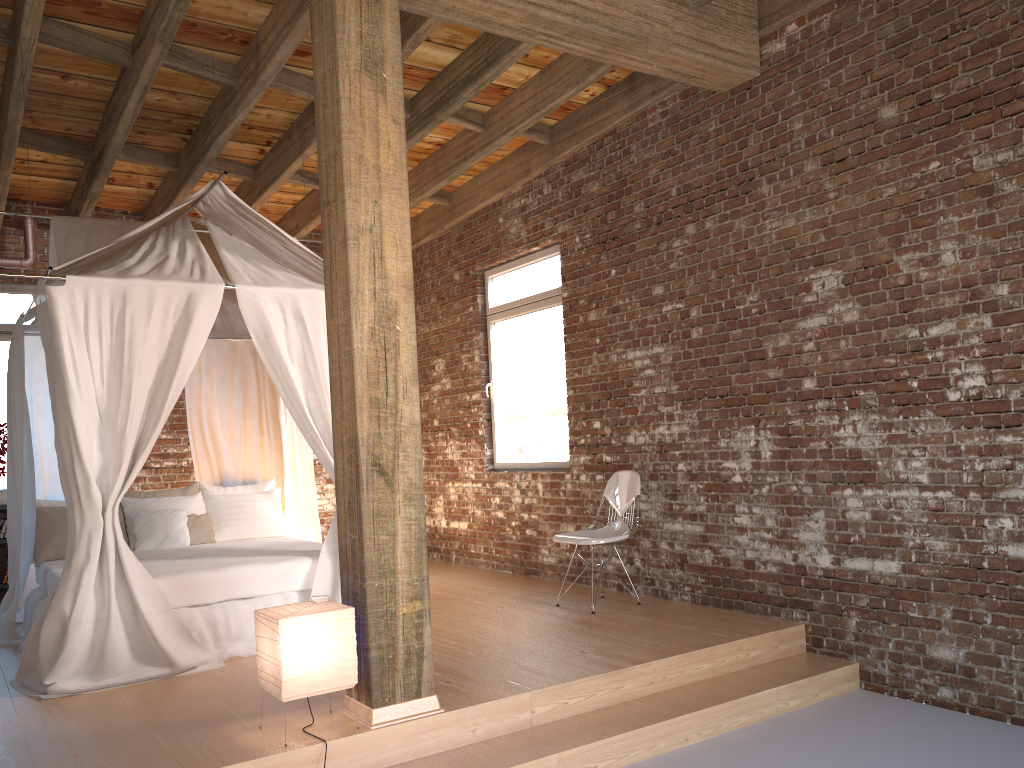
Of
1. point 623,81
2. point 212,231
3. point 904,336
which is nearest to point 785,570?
point 904,336

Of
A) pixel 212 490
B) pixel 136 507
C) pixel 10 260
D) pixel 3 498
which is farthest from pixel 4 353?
pixel 212 490

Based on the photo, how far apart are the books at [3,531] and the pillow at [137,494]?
1.31m

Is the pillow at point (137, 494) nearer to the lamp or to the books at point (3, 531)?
the books at point (3, 531)

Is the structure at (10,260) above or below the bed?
above

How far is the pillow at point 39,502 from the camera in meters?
6.4 m

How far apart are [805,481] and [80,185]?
6.03m

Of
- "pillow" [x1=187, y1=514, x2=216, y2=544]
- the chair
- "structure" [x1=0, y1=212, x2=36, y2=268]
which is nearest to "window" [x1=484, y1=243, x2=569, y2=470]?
the chair

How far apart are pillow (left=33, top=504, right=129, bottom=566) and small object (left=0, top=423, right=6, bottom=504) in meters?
1.2 m

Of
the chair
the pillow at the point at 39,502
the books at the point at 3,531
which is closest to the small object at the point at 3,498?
the books at the point at 3,531
